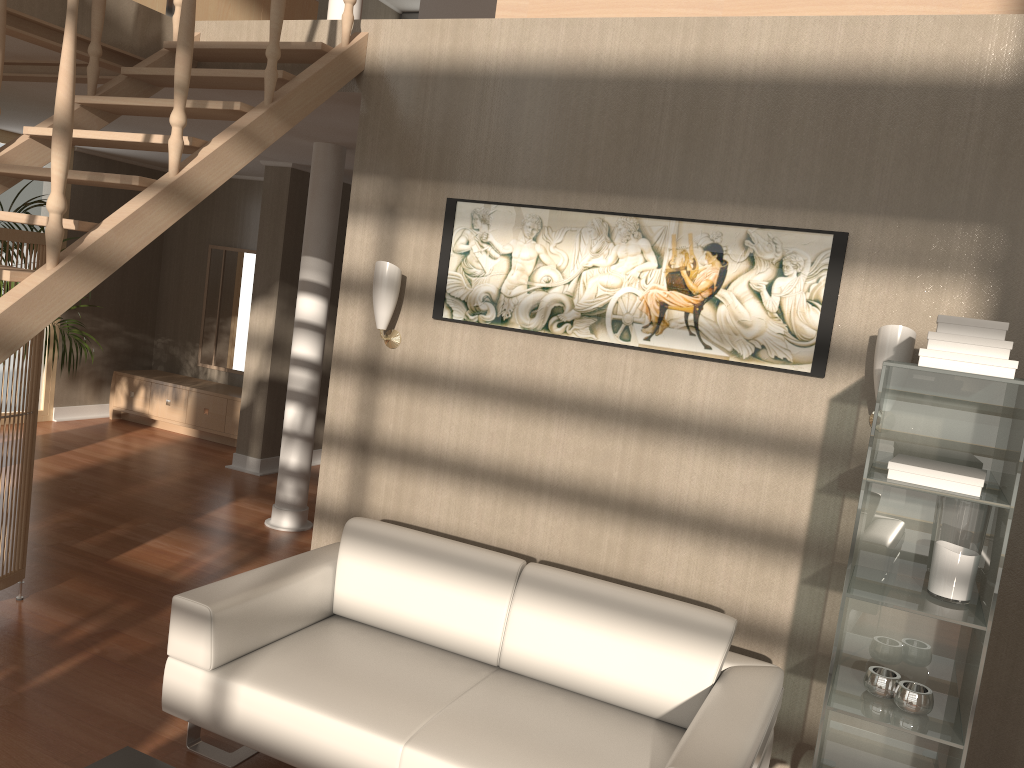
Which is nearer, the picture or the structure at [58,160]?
the structure at [58,160]

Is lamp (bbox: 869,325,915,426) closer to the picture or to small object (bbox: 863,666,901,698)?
the picture

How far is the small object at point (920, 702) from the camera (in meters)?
2.43

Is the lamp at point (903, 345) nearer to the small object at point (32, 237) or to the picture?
the picture

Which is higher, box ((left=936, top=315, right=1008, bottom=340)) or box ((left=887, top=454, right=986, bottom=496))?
box ((left=936, top=315, right=1008, bottom=340))

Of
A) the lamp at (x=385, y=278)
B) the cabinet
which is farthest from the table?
the cabinet

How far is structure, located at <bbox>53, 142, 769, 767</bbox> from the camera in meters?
5.4 m

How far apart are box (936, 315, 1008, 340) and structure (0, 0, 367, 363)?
2.34m

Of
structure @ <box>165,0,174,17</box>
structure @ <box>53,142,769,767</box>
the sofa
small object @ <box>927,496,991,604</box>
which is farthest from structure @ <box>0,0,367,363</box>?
small object @ <box>927,496,991,604</box>

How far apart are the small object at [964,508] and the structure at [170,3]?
3.8 meters
